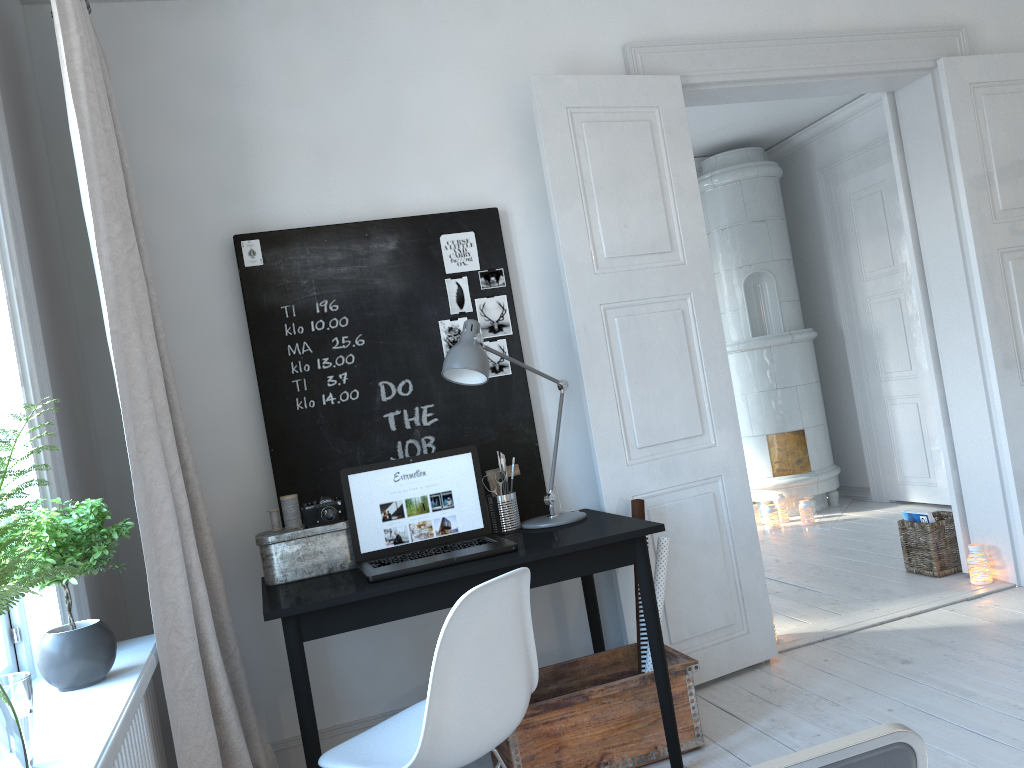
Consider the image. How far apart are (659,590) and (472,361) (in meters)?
1.02

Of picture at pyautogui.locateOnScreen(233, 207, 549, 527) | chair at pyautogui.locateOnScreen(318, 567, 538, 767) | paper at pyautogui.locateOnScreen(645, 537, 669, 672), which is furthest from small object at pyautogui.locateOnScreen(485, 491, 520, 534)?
chair at pyautogui.locateOnScreen(318, 567, 538, 767)

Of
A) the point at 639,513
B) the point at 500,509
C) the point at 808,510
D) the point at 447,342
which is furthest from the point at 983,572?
the point at 447,342

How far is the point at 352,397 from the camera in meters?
3.1 m

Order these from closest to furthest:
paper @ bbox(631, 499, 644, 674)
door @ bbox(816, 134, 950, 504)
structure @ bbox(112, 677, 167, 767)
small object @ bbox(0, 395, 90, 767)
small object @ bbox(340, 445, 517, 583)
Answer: small object @ bbox(0, 395, 90, 767)
structure @ bbox(112, 677, 167, 767)
small object @ bbox(340, 445, 517, 583)
paper @ bbox(631, 499, 644, 674)
door @ bbox(816, 134, 950, 504)

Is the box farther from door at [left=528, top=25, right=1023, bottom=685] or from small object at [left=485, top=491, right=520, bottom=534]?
door at [left=528, top=25, right=1023, bottom=685]

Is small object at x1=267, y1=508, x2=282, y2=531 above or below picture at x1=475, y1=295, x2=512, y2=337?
below

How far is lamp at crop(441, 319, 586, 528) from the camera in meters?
2.7 m

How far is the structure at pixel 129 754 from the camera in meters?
1.8 m

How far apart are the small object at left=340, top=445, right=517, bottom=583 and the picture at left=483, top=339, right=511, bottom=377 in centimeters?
45cm
